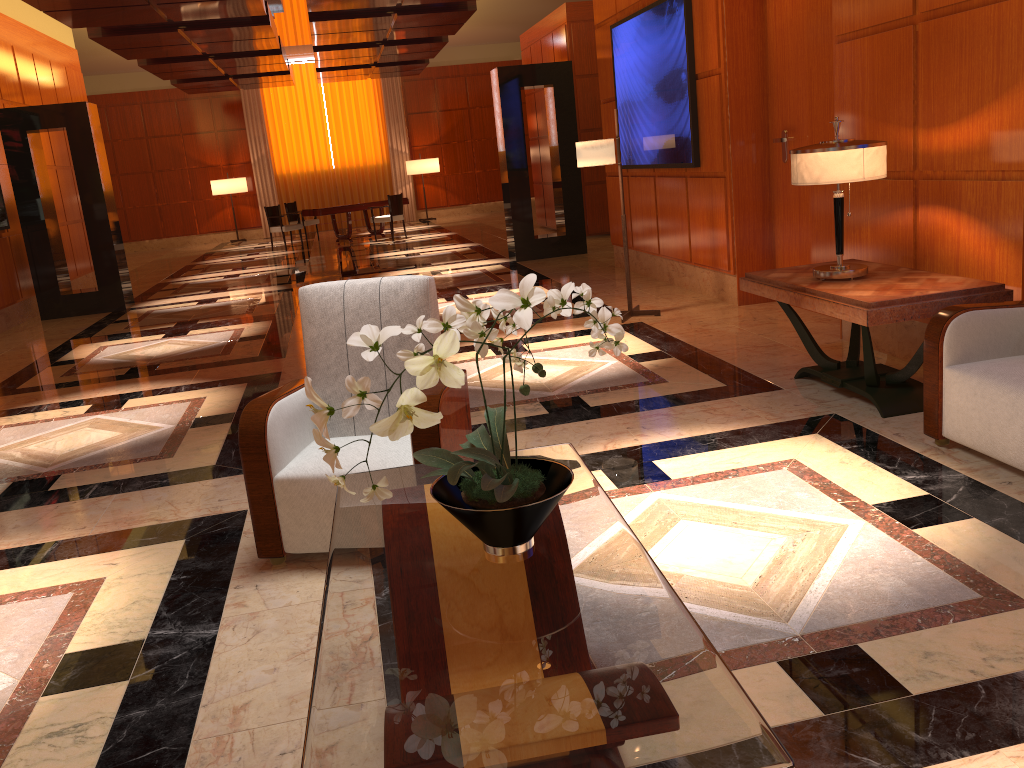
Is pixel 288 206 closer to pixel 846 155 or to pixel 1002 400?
pixel 846 155

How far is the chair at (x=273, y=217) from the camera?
17.25m

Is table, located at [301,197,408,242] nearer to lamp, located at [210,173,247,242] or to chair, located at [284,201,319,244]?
chair, located at [284,201,319,244]

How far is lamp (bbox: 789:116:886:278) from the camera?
4.2m

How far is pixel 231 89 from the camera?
18.1 meters

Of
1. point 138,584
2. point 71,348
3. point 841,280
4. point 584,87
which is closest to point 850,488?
point 841,280

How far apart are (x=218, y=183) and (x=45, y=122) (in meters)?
10.53

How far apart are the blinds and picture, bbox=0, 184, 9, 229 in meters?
11.7 m

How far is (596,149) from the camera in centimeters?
673cm

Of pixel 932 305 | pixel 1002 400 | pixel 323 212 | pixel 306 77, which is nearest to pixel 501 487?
pixel 1002 400
